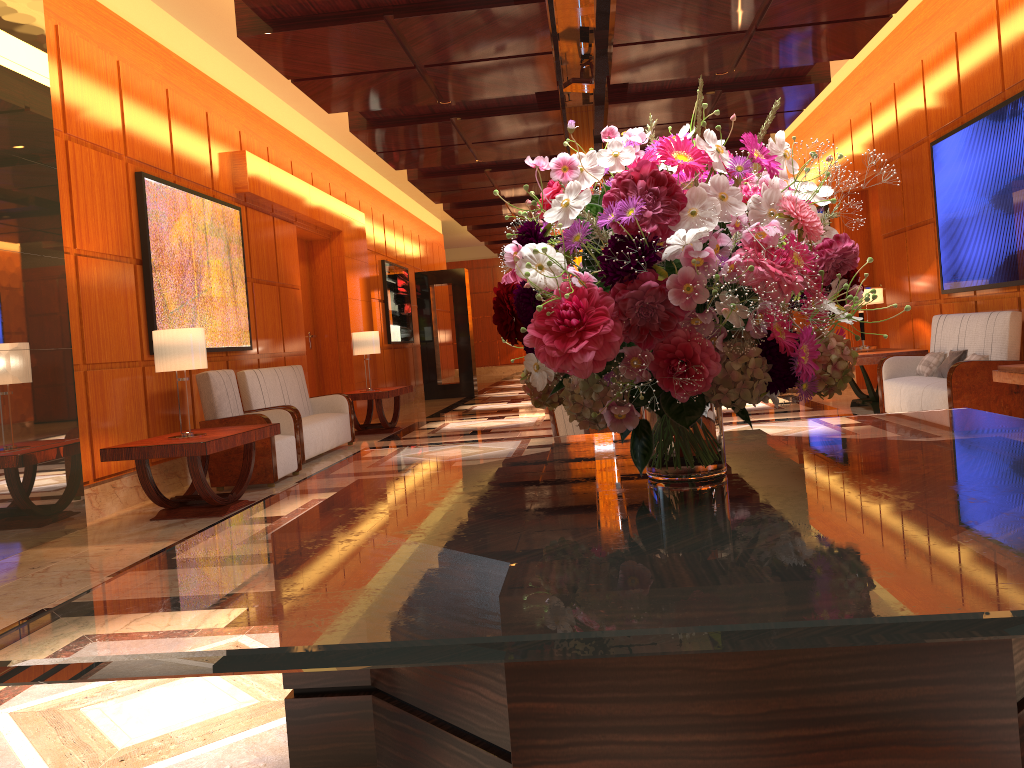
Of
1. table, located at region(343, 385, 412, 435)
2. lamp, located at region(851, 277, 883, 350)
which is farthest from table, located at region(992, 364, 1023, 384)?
table, located at region(343, 385, 412, 435)

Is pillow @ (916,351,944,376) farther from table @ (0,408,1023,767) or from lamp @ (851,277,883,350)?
table @ (0,408,1023,767)

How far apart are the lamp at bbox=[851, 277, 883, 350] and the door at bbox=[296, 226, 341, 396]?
6.81m

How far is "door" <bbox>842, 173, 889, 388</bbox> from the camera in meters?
11.5 m

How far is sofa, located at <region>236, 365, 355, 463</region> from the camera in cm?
826

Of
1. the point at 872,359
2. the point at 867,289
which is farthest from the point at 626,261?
the point at 867,289

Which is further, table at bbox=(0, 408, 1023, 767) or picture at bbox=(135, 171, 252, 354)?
picture at bbox=(135, 171, 252, 354)

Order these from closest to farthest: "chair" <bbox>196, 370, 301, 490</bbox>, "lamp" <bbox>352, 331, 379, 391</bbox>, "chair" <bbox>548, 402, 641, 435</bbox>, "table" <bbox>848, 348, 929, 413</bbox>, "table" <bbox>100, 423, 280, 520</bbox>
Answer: "table" <bbox>100, 423, 280, 520</bbox> < "chair" <bbox>548, 402, 641, 435</bbox> < "chair" <bbox>196, 370, 301, 490</bbox> < "table" <bbox>848, 348, 929, 413</bbox> < "lamp" <bbox>352, 331, 379, 391</bbox>

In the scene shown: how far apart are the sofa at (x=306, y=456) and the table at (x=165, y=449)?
1.5 meters

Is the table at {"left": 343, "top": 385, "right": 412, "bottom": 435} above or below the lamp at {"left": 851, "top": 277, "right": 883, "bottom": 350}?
below
